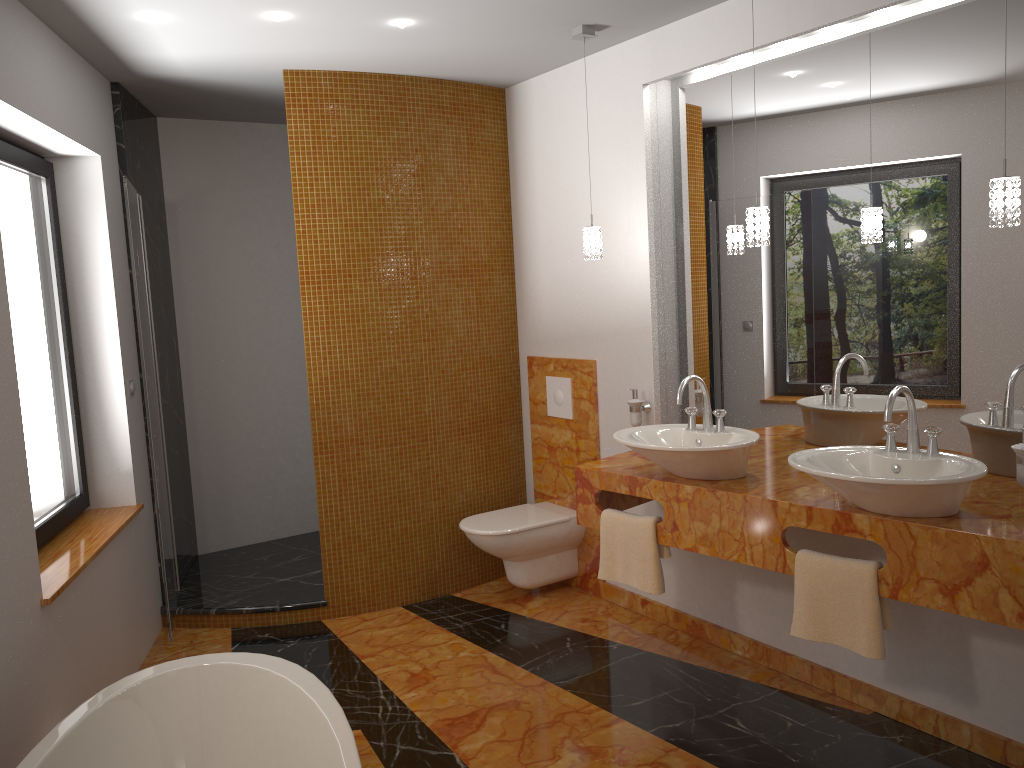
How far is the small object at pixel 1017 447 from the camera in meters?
2.4 m

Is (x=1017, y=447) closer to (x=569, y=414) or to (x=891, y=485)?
(x=891, y=485)

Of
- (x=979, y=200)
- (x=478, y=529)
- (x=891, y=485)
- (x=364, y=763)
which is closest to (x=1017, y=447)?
(x=891, y=485)

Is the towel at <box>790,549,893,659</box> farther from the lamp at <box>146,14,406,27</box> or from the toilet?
the lamp at <box>146,14,406,27</box>

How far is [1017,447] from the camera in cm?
244

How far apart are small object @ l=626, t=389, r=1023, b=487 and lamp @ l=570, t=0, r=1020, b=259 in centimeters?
61cm

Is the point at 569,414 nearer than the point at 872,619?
No

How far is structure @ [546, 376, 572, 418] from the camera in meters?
4.3

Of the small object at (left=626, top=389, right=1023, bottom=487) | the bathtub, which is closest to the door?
the bathtub

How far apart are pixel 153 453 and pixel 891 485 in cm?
267
